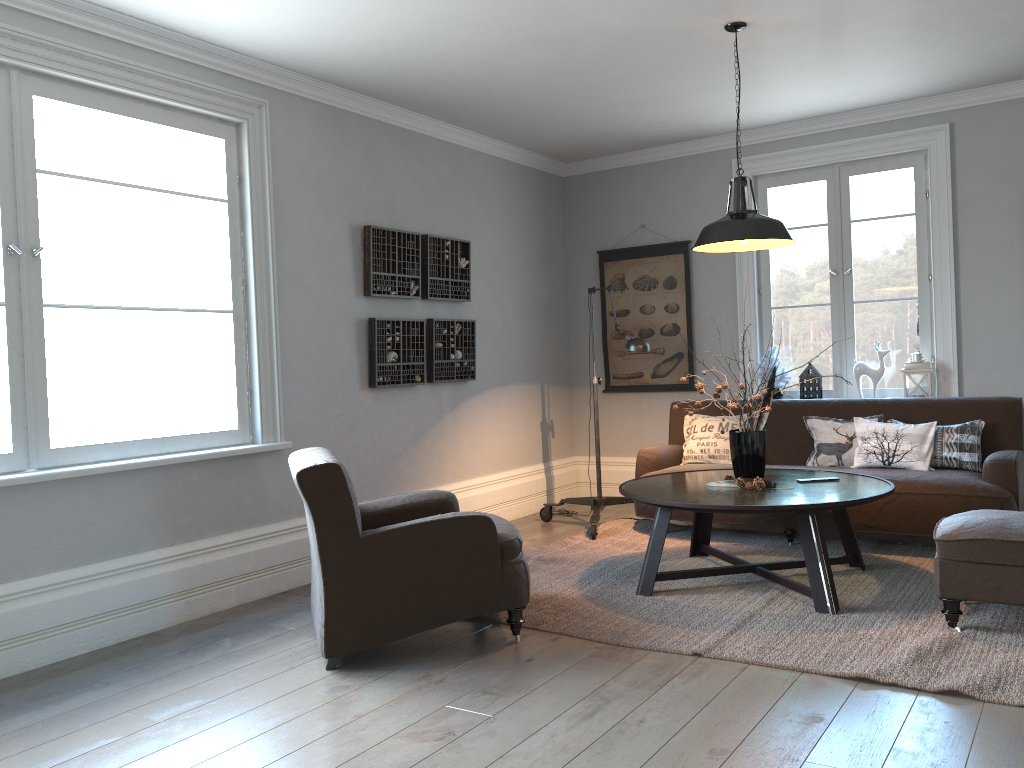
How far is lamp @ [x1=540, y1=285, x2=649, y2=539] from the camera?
5.32m

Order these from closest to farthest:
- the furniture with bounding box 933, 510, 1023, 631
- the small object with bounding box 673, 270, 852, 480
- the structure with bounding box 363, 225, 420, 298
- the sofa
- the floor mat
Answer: the floor mat → the furniture with bounding box 933, 510, 1023, 631 → the small object with bounding box 673, 270, 852, 480 → the sofa → the structure with bounding box 363, 225, 420, 298

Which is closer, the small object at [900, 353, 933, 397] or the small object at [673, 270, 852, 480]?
the small object at [673, 270, 852, 480]

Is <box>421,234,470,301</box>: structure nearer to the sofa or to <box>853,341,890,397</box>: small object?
the sofa

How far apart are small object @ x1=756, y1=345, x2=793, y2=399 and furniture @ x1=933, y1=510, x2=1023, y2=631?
2.4 meters

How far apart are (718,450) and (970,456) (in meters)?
1.45

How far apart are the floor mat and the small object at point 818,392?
1.2 meters

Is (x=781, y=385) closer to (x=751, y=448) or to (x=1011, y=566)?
(x=751, y=448)

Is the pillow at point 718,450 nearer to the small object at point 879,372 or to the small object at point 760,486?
the small object at point 879,372

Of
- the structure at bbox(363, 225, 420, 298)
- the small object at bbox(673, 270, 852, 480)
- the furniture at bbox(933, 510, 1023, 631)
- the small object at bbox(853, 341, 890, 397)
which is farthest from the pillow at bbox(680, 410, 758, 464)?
the structure at bbox(363, 225, 420, 298)
